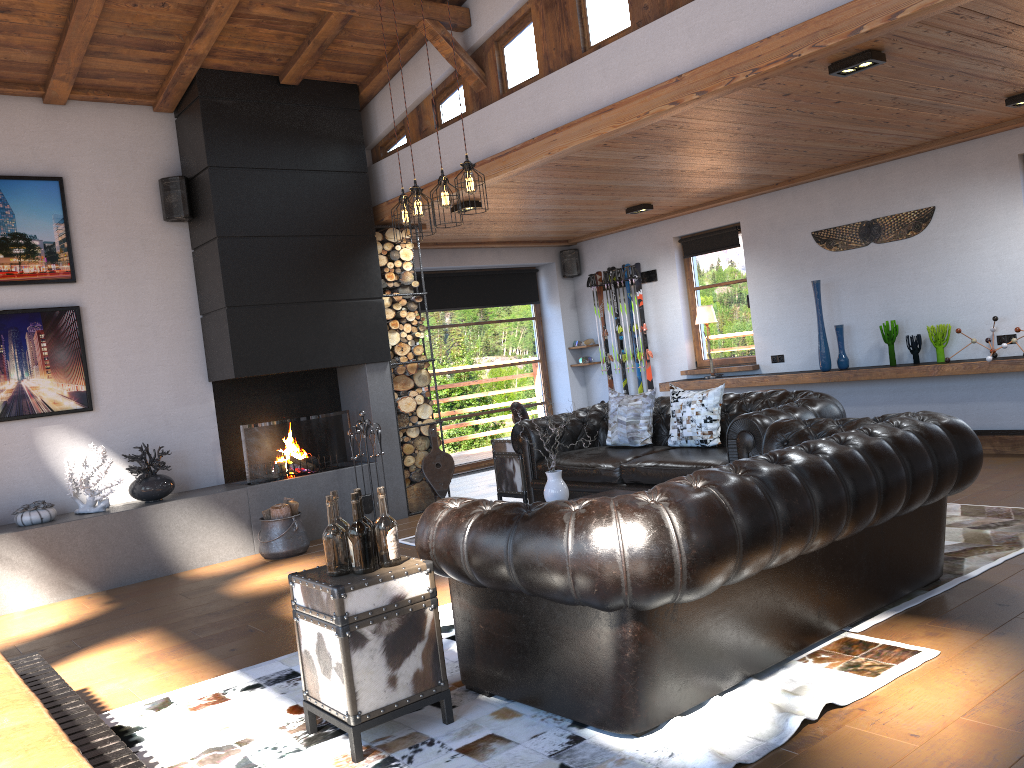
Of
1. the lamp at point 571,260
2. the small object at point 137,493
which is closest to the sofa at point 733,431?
the small object at point 137,493

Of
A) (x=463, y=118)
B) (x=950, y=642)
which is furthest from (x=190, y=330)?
(x=950, y=642)

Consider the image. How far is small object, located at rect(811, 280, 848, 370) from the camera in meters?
8.3

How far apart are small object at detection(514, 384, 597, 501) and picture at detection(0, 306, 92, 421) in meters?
3.9 m

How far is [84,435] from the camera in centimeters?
689cm

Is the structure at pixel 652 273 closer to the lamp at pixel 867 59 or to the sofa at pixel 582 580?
the lamp at pixel 867 59

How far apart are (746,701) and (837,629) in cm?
73

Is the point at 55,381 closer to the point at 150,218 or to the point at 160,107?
the point at 150,218

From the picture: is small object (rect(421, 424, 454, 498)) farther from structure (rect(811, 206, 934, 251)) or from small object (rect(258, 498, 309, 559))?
structure (rect(811, 206, 934, 251))

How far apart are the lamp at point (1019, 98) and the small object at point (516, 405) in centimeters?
424cm
